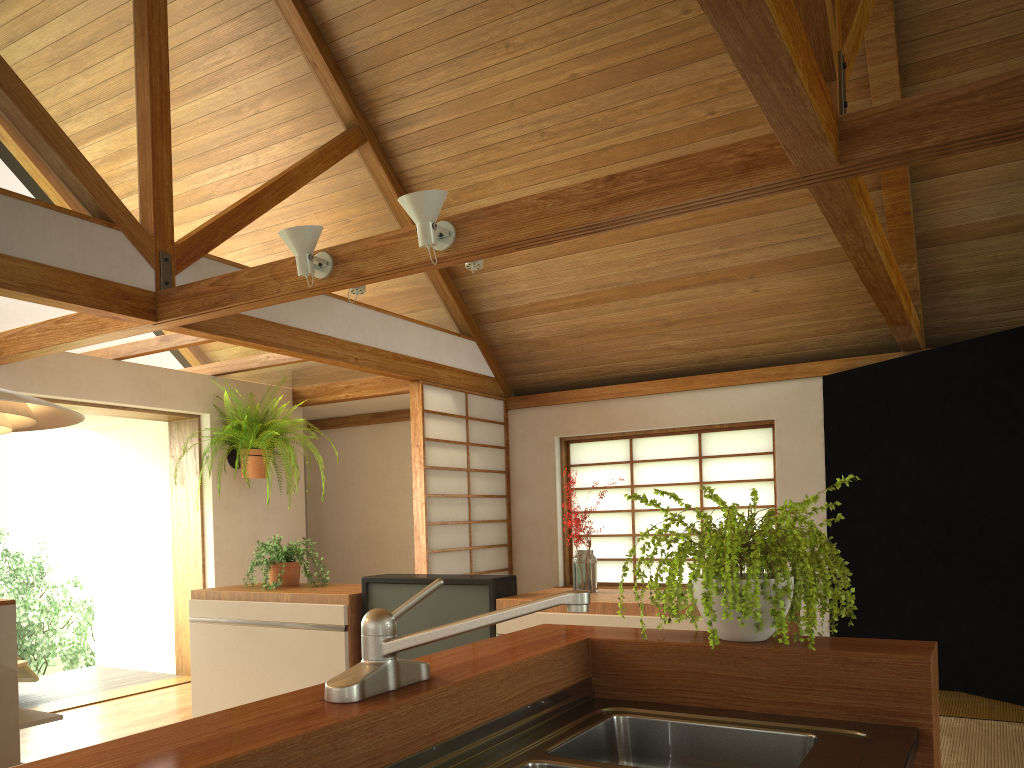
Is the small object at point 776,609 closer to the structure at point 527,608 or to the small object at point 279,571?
the structure at point 527,608

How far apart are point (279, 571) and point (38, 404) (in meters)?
2.87

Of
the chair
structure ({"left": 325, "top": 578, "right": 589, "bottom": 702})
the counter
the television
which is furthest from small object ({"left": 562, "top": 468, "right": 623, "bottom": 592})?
the chair

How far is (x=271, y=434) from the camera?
6.16m

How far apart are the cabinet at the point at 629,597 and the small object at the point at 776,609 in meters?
0.9

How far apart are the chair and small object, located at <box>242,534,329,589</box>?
2.2m

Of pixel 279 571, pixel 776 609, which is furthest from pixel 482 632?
pixel 776 609

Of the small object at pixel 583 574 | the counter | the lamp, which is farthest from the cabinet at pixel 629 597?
the lamp

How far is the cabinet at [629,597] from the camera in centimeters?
332cm

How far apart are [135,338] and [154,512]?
2.0 meters
